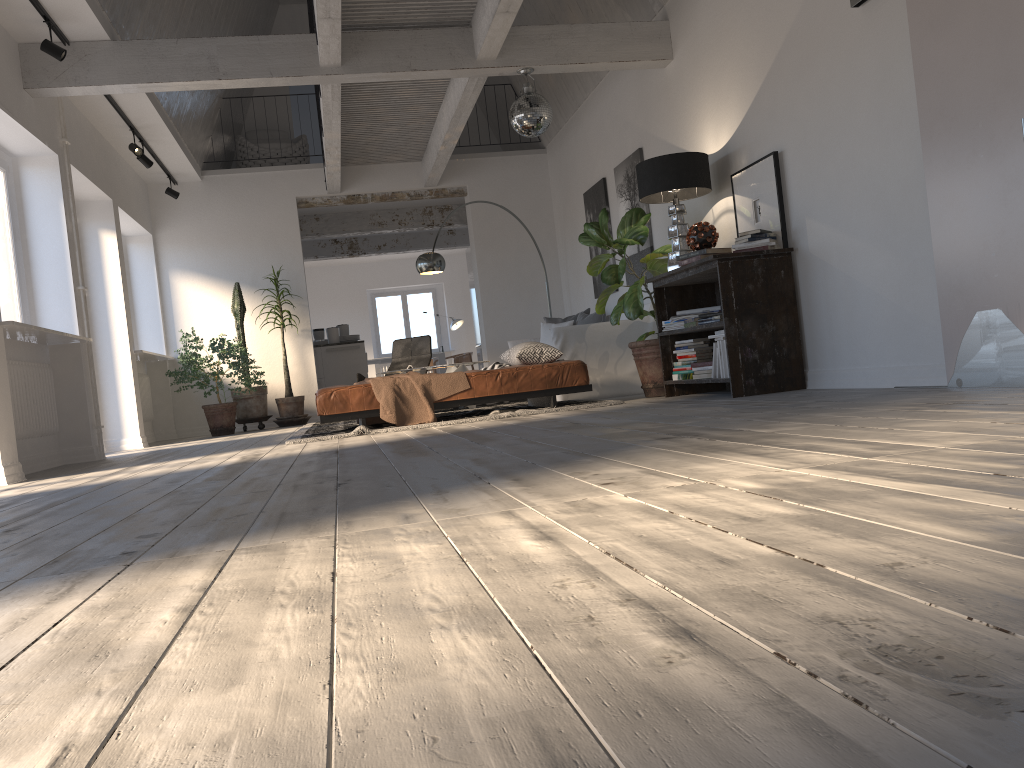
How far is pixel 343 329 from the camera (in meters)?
12.68

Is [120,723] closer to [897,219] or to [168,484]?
[168,484]

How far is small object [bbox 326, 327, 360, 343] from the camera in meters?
12.2 m

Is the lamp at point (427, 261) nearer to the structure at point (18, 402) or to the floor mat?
the floor mat

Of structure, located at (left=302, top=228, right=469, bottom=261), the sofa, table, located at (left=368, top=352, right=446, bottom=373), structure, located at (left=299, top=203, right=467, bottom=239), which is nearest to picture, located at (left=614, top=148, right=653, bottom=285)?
the sofa

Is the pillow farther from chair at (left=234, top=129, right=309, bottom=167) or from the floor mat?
chair at (left=234, top=129, right=309, bottom=167)

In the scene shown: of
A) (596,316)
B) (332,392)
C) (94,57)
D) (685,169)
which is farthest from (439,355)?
(685,169)

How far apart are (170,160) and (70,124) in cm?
217

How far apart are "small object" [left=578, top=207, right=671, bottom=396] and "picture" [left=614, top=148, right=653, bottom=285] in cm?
Result: 73

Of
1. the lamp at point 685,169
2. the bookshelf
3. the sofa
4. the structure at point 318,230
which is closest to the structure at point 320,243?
the structure at point 318,230
